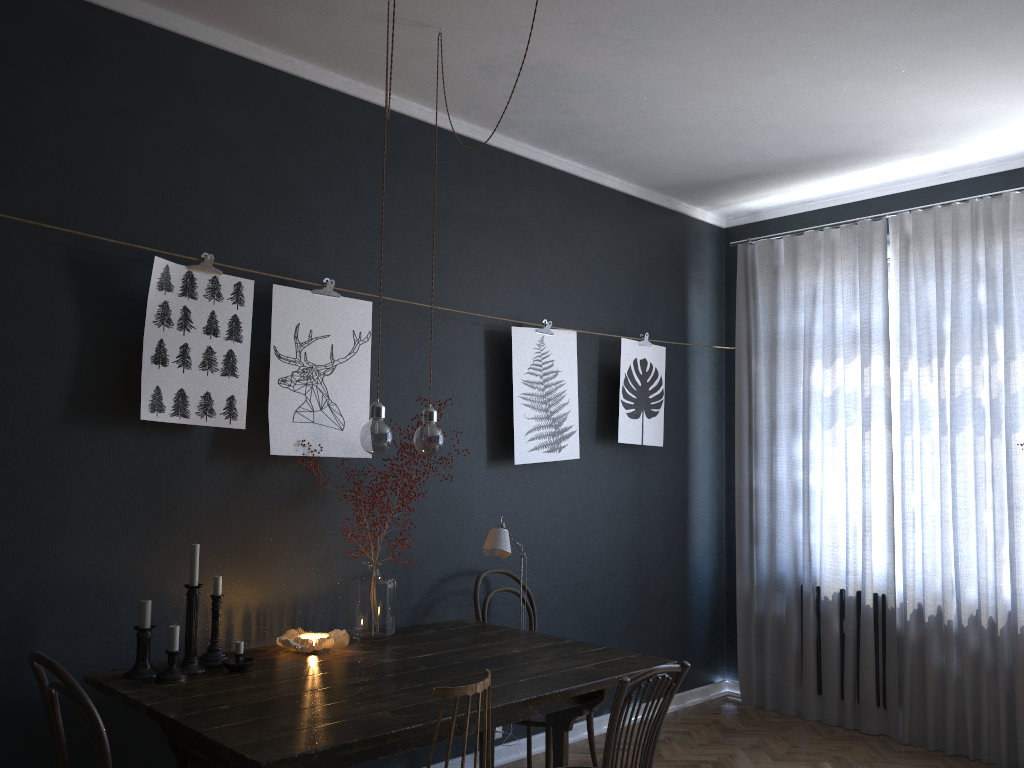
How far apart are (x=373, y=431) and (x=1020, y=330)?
3.3 meters

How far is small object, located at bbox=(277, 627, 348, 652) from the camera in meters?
3.0 m

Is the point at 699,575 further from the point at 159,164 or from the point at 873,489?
the point at 159,164

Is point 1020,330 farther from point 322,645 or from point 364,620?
point 322,645

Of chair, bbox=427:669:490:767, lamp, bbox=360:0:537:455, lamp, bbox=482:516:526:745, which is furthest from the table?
lamp, bbox=360:0:537:455

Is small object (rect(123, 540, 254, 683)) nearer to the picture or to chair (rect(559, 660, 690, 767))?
the picture

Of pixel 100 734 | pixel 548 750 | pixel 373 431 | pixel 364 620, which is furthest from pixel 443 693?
pixel 548 750

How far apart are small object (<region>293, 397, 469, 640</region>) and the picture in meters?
0.2

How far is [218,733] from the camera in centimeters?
219cm

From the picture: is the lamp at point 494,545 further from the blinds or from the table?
the blinds
